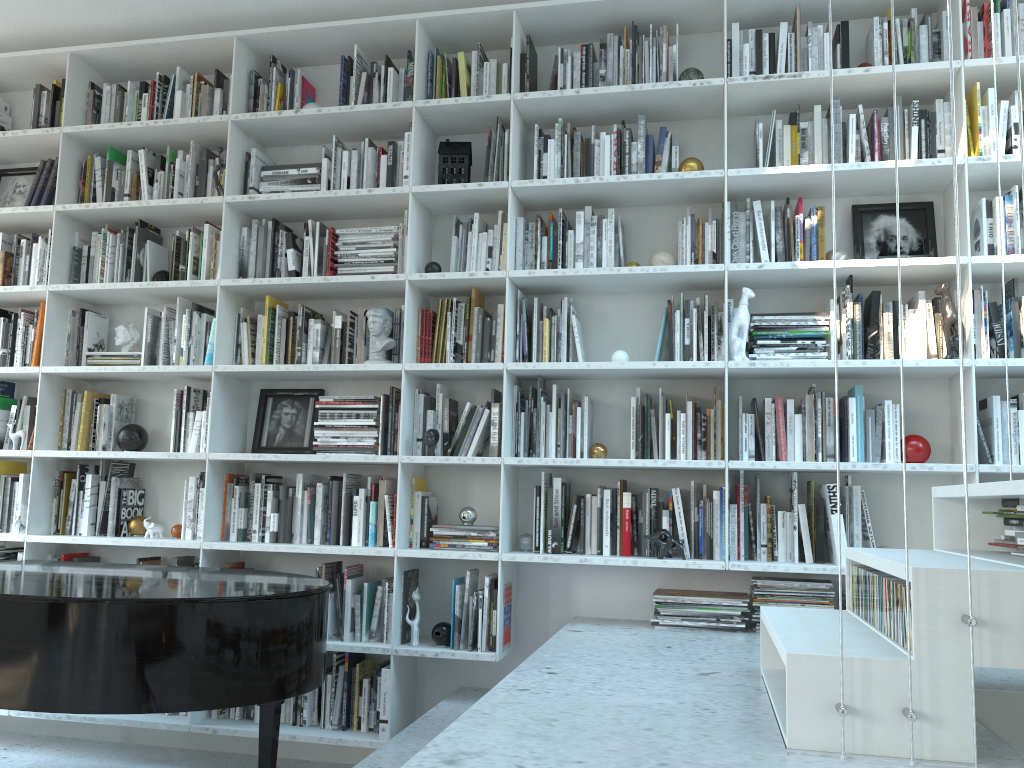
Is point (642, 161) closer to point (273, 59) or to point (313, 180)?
point (313, 180)

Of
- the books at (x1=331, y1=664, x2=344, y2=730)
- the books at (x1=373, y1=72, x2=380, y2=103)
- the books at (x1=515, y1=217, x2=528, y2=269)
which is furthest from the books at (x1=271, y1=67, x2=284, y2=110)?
the books at (x1=331, y1=664, x2=344, y2=730)

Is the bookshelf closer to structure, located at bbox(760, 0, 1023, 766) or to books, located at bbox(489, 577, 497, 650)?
books, located at bbox(489, 577, 497, 650)

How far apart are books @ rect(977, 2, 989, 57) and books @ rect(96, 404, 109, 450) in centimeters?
394cm

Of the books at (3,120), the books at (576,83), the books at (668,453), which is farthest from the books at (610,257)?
the books at (3,120)

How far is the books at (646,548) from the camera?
3.37m

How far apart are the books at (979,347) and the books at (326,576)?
2.61m

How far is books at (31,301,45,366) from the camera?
4.1 meters

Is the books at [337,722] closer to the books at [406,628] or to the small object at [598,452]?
the books at [406,628]

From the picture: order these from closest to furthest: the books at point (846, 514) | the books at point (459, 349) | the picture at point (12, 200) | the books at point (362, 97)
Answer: the books at point (846, 514)
the books at point (459, 349)
the books at point (362, 97)
the picture at point (12, 200)
